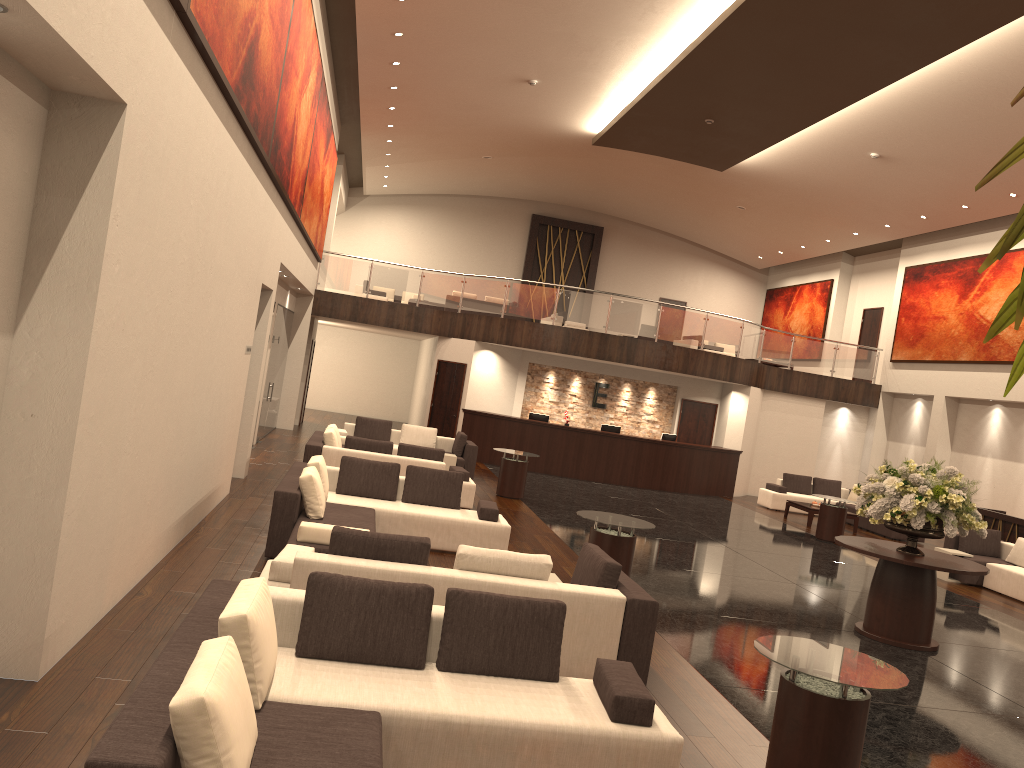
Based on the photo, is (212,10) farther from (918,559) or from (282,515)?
(918,559)

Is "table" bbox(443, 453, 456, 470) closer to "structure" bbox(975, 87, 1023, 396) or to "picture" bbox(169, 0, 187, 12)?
"picture" bbox(169, 0, 187, 12)

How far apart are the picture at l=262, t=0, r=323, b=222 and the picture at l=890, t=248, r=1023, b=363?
15.0m

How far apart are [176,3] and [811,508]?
16.08m

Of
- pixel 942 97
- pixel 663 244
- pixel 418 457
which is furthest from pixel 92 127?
pixel 663 244

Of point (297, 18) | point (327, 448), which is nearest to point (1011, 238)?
point (297, 18)

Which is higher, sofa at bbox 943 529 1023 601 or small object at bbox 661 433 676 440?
small object at bbox 661 433 676 440

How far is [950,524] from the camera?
8.8m

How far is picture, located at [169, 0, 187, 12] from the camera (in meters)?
5.45

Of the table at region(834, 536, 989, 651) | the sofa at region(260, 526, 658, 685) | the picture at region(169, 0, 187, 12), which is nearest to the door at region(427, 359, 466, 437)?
the table at region(834, 536, 989, 651)
